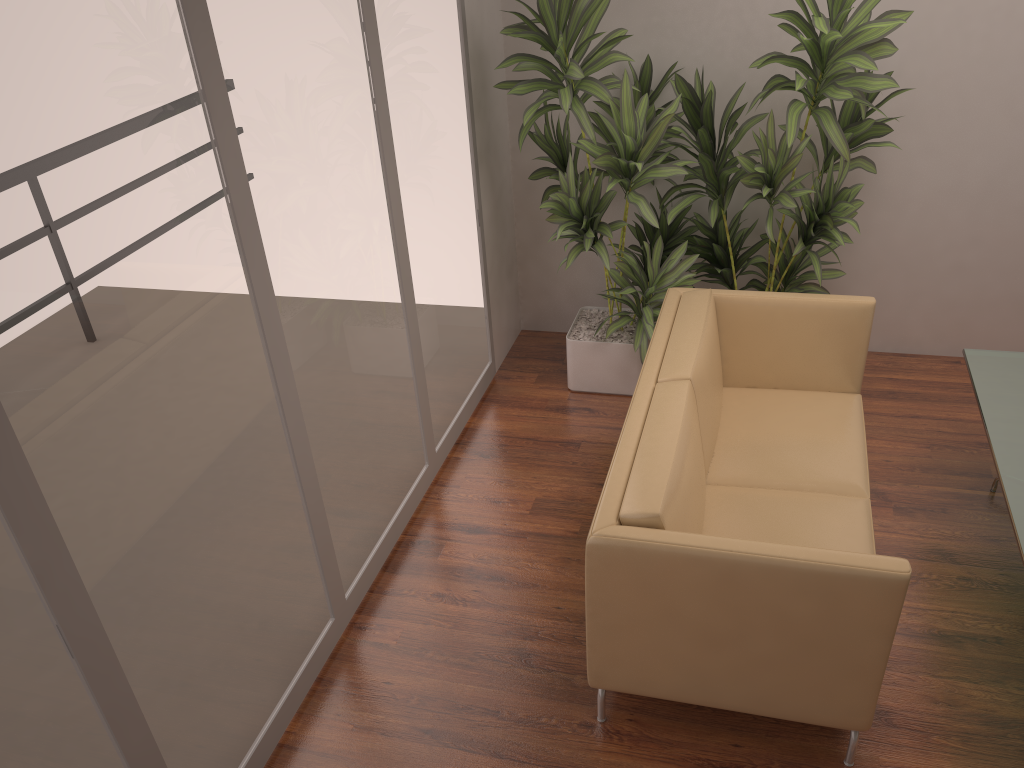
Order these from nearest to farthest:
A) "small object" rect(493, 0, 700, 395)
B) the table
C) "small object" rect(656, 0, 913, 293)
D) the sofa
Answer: the sofa → the table → "small object" rect(656, 0, 913, 293) → "small object" rect(493, 0, 700, 395)

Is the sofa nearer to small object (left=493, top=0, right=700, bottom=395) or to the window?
small object (left=493, top=0, right=700, bottom=395)

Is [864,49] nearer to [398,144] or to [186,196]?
[398,144]

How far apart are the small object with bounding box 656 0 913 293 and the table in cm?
71

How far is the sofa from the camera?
2.4m

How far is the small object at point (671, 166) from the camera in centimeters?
389cm

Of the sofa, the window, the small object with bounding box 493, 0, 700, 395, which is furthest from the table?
the window

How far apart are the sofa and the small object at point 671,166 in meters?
0.3

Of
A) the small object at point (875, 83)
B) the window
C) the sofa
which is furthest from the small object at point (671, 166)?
the sofa

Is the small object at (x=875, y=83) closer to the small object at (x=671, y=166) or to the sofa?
the small object at (x=671, y=166)
